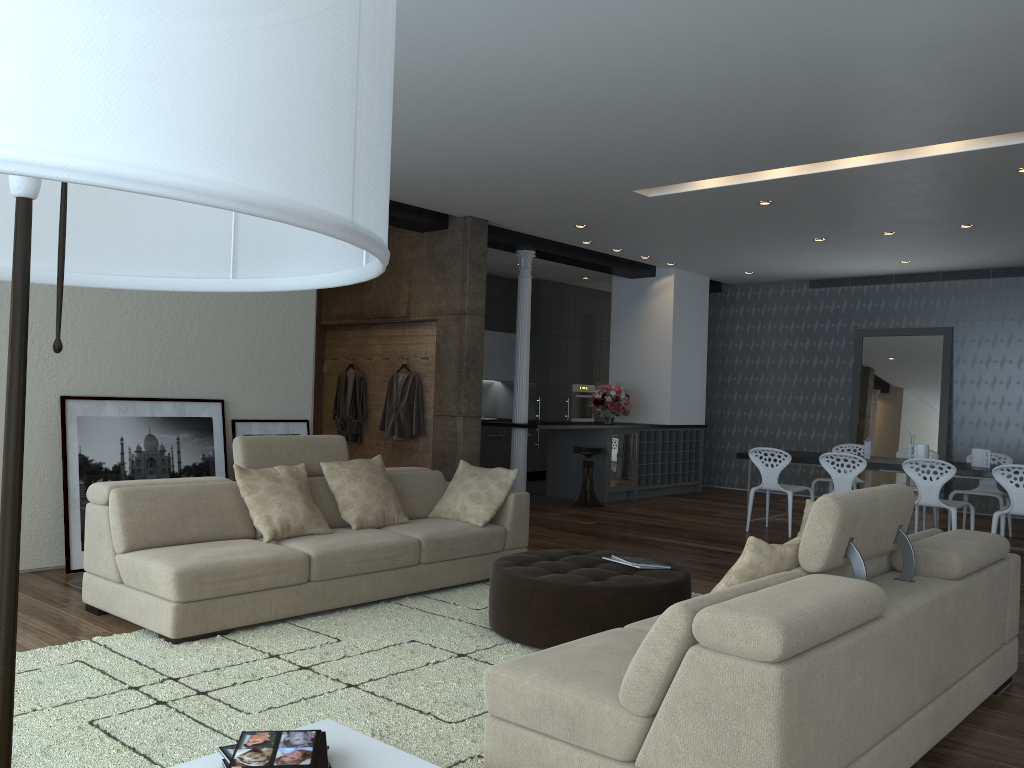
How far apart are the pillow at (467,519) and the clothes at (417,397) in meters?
2.9

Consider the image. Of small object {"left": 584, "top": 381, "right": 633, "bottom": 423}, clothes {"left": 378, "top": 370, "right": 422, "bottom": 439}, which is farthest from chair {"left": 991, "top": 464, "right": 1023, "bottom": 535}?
clothes {"left": 378, "top": 370, "right": 422, "bottom": 439}

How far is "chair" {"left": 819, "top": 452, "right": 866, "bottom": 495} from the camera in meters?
8.0 m

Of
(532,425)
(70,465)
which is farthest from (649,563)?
(532,425)

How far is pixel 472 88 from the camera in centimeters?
510cm

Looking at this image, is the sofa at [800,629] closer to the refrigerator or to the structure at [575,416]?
the refrigerator

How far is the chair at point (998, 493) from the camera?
8.77m

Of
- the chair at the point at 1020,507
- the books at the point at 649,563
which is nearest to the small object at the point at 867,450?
the chair at the point at 1020,507

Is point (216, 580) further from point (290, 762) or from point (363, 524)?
point (290, 762)

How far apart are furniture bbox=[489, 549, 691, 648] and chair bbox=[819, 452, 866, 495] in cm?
389
